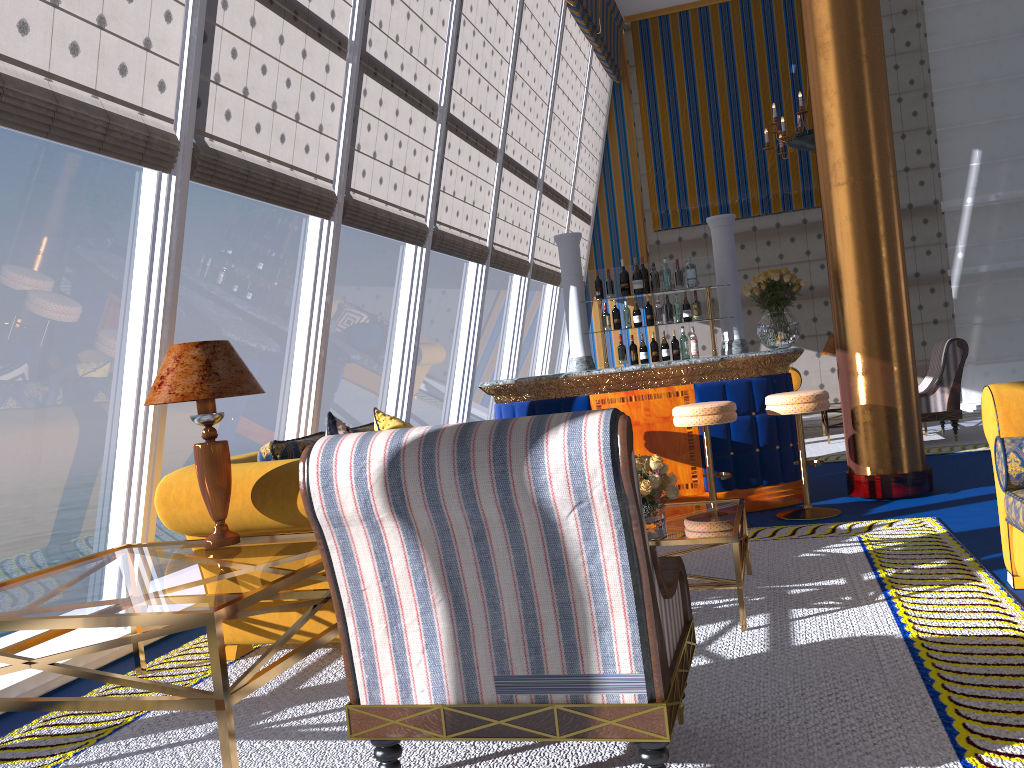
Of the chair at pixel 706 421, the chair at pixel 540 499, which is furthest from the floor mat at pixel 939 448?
the chair at pixel 540 499

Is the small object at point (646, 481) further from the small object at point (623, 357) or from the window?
the small object at point (623, 357)

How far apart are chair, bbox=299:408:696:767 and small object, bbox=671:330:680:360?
4.72m

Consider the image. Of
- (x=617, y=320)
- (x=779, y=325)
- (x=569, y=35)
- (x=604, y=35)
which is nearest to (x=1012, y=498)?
(x=779, y=325)

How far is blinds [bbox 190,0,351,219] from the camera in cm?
427

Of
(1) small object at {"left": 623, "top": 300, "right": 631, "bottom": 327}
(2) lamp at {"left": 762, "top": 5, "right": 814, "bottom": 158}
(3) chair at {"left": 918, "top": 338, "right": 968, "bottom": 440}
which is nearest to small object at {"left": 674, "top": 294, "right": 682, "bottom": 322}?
(1) small object at {"left": 623, "top": 300, "right": 631, "bottom": 327}

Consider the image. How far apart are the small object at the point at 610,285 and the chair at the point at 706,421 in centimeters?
202cm

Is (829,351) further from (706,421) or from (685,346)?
(706,421)

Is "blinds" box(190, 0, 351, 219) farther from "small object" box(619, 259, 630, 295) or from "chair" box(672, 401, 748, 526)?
"small object" box(619, 259, 630, 295)

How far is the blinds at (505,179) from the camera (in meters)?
8.68
